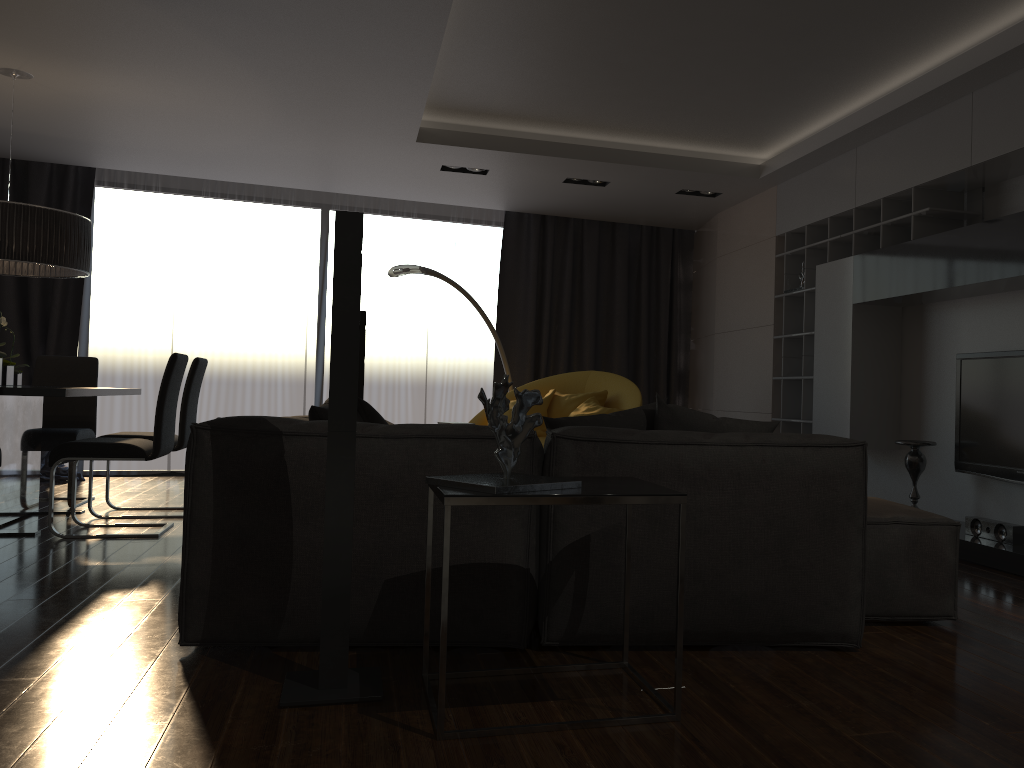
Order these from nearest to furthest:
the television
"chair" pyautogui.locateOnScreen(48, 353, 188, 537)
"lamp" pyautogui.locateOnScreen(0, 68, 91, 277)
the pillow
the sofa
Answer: the sofa
the pillow
the television
"chair" pyautogui.locateOnScreen(48, 353, 188, 537)
"lamp" pyautogui.locateOnScreen(0, 68, 91, 277)

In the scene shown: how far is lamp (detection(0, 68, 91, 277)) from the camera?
4.79m

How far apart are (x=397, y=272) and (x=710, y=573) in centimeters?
460cm

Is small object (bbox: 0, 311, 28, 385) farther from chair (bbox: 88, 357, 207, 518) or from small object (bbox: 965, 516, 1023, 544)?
small object (bbox: 965, 516, 1023, 544)

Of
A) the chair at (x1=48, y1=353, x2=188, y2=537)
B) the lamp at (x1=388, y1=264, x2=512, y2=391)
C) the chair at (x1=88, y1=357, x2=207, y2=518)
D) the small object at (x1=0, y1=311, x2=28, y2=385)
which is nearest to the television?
the lamp at (x1=388, y1=264, x2=512, y2=391)

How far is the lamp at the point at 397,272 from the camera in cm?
680

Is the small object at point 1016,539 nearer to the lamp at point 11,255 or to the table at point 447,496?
the table at point 447,496

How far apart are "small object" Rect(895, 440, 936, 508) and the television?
0.2 meters

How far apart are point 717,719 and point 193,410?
4.4m

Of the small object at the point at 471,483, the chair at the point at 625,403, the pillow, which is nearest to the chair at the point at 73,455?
the pillow
